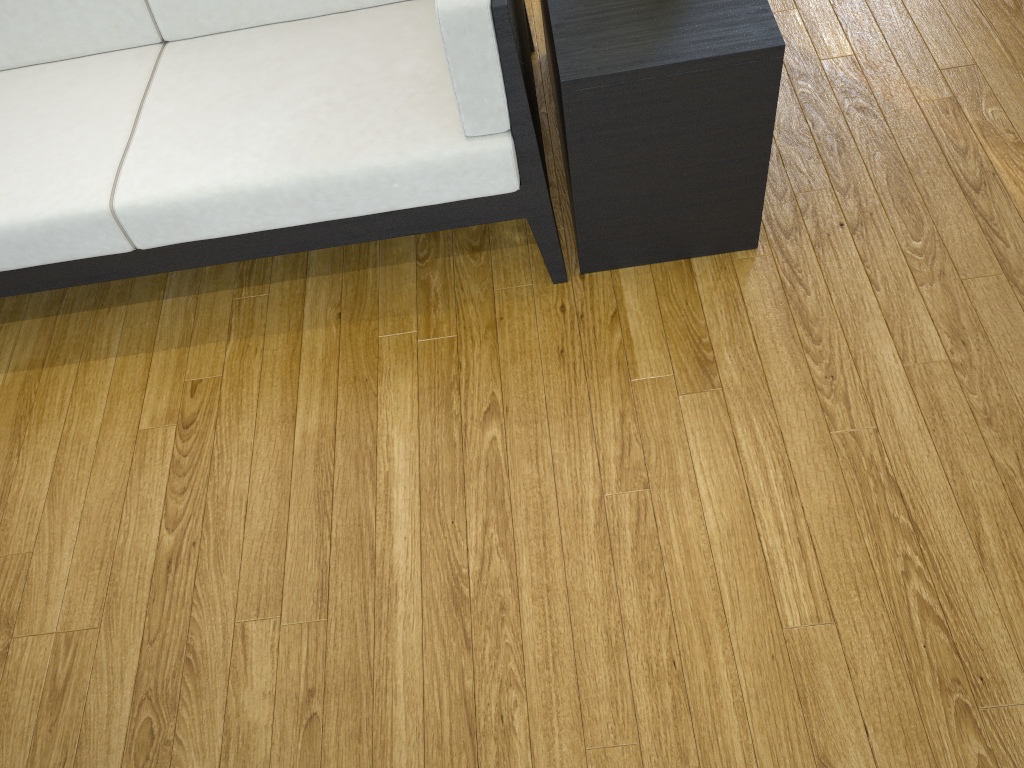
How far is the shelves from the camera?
1.4m

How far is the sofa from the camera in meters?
1.5

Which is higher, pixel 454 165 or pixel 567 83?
pixel 567 83

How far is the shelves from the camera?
1.41m

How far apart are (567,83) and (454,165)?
0.2 meters

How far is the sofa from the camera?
1.50m

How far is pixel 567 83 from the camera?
1.4 meters

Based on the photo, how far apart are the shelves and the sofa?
0.0 meters

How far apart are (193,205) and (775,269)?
1.1 meters

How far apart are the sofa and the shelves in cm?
4
